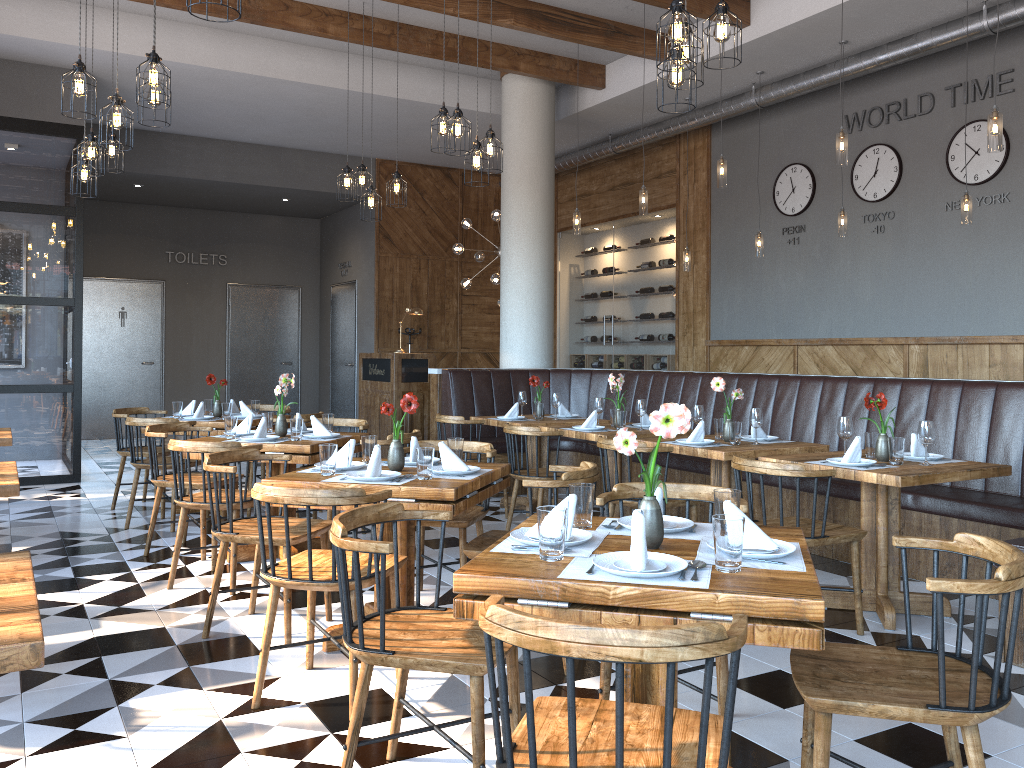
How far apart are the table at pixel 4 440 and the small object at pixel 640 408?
4.0m

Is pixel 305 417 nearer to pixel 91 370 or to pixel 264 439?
pixel 264 439

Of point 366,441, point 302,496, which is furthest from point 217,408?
point 302,496

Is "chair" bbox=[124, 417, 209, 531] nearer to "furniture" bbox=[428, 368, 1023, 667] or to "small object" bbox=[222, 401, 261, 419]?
"small object" bbox=[222, 401, 261, 419]

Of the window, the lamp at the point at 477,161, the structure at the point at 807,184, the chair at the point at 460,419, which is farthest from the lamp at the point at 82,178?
the structure at the point at 807,184

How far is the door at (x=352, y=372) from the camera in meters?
13.3 m

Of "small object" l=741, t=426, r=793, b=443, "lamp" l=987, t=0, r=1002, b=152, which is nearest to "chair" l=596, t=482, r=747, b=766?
"small object" l=741, t=426, r=793, b=443

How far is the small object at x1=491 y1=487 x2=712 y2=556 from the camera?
2.4 meters

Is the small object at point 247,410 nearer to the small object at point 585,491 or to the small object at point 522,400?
the small object at point 522,400

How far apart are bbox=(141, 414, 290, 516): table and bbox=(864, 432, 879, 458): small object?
4.6 meters
